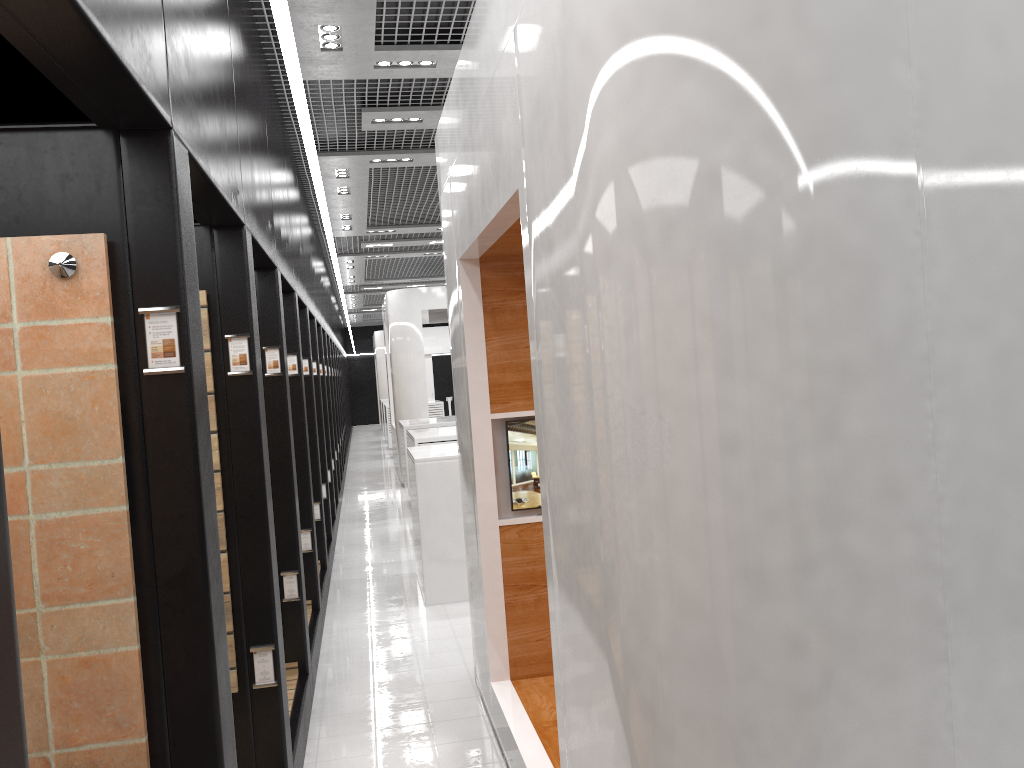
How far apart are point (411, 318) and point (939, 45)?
13.26m

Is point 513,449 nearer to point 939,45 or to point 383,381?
point 939,45

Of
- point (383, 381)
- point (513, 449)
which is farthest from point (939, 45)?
point (383, 381)

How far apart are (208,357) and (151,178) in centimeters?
146cm

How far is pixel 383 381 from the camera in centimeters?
2785cm

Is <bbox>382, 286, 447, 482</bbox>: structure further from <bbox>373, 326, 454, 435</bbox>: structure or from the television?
the television

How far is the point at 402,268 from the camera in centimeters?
1699cm

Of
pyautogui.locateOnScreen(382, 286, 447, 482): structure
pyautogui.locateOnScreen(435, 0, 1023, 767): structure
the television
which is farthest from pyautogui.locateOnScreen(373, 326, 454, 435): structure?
the television

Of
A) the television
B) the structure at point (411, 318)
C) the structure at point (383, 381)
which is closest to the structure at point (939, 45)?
the television

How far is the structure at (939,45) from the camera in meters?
1.7
